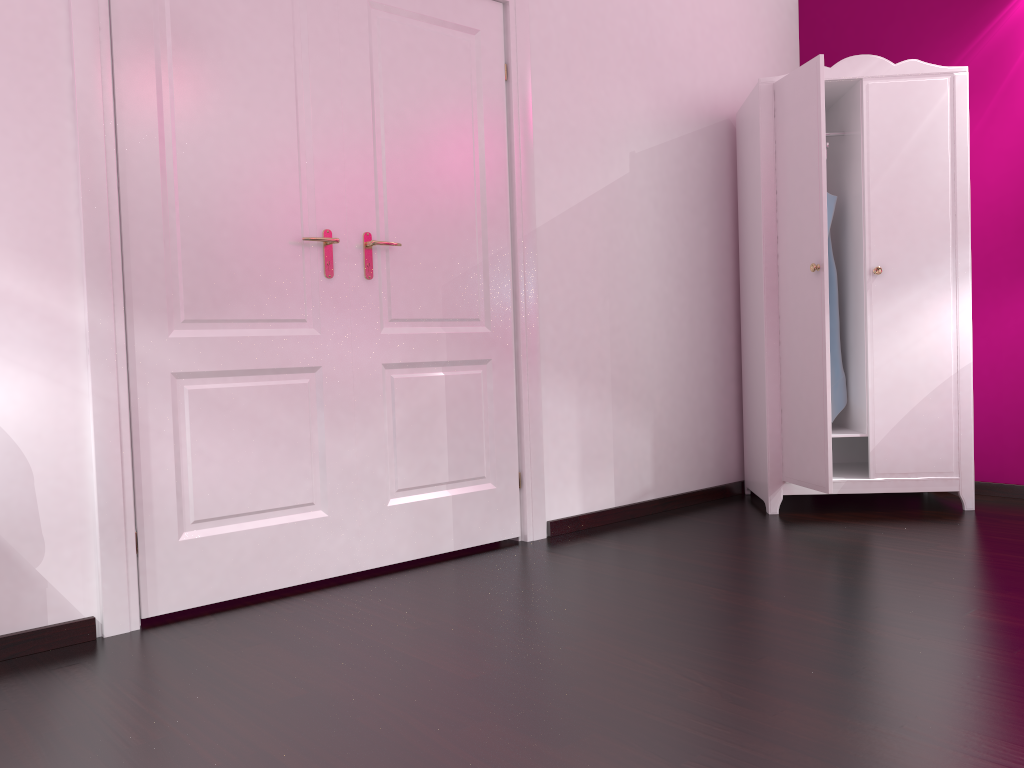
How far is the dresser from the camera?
3.5m

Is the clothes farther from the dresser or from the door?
the door

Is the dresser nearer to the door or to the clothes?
the clothes

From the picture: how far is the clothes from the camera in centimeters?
389cm

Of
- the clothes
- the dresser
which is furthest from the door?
the clothes

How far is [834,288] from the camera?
3.89m

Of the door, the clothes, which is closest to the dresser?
the clothes

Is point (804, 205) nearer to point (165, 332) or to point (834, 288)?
point (834, 288)

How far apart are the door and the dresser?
1.1 meters

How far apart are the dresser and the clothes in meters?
0.1
